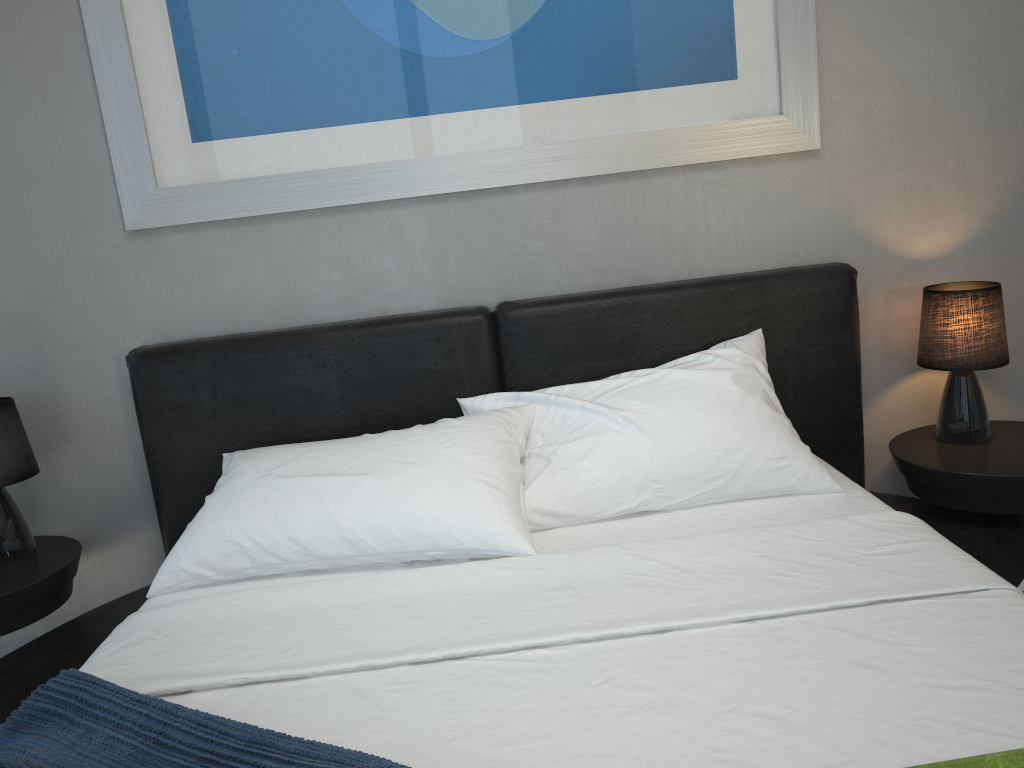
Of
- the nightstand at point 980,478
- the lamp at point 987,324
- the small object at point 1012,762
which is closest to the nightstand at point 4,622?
the small object at point 1012,762

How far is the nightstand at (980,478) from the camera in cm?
205

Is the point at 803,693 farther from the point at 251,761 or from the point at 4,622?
the point at 4,622

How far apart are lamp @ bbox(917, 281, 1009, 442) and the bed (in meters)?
0.16

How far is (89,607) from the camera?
2.50m

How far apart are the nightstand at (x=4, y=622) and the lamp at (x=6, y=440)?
0.01m

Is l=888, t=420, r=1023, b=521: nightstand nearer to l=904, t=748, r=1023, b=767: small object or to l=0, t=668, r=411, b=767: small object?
l=904, t=748, r=1023, b=767: small object

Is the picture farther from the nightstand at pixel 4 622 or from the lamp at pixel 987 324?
the nightstand at pixel 4 622

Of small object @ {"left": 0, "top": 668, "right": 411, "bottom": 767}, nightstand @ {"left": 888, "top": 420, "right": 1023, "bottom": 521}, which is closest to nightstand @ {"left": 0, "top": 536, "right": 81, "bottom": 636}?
small object @ {"left": 0, "top": 668, "right": 411, "bottom": 767}

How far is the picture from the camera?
2.19m
